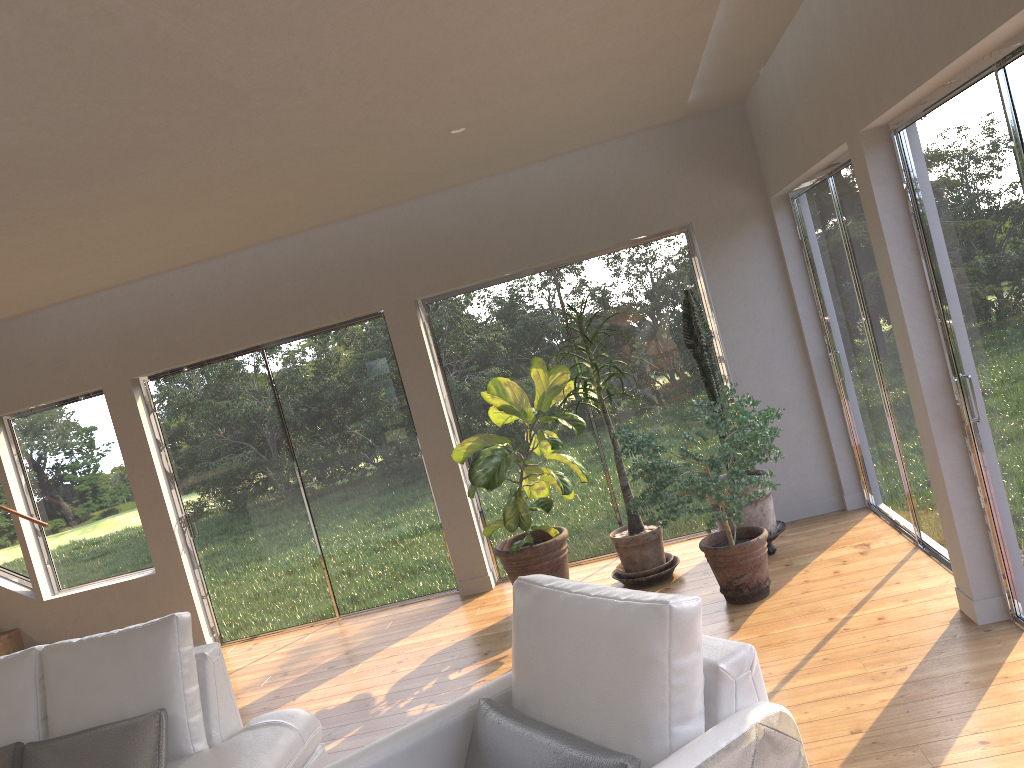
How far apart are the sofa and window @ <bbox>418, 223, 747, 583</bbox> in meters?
2.8

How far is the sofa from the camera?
3.4 meters

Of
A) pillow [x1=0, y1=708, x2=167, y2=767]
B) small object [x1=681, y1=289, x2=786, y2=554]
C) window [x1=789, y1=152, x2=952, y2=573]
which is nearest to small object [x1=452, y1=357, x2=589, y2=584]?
small object [x1=681, y1=289, x2=786, y2=554]

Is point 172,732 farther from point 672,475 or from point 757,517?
point 757,517

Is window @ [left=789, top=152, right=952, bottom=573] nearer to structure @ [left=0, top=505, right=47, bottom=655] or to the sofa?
the sofa

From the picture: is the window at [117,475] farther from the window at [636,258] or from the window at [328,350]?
the window at [636,258]

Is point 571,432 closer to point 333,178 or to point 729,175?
point 729,175

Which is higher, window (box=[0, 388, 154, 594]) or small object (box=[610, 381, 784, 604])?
A: window (box=[0, 388, 154, 594])

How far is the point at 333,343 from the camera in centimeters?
647cm

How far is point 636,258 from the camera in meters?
6.2
